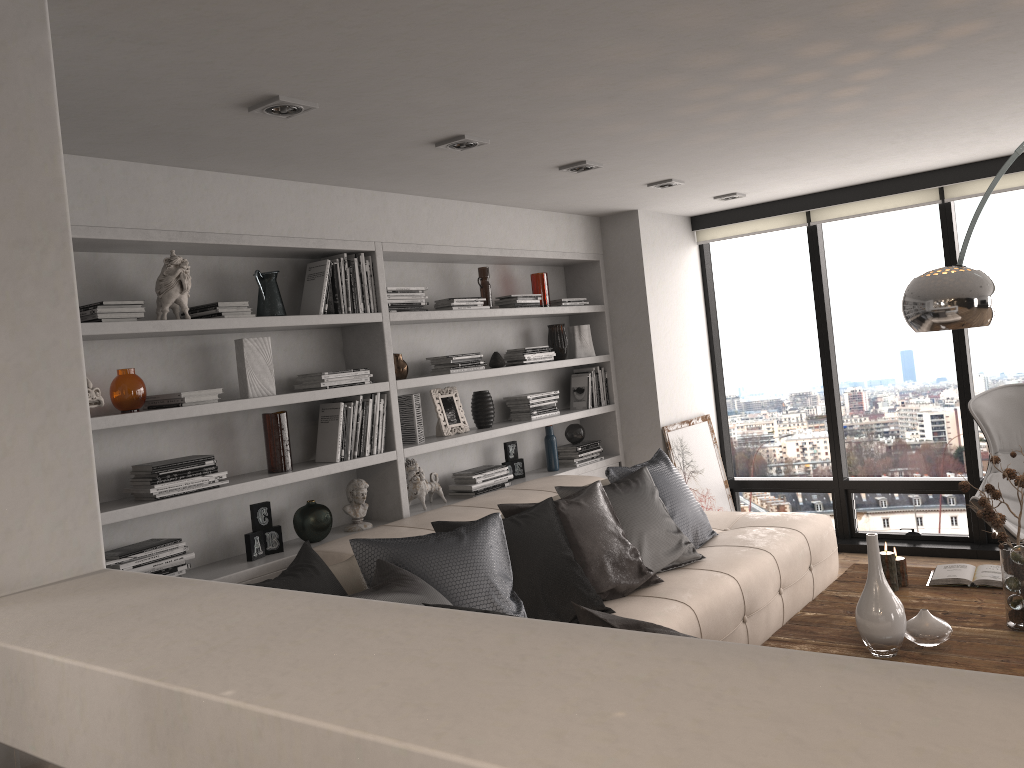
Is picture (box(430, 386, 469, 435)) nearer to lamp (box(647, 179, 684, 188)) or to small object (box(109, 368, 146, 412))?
lamp (box(647, 179, 684, 188))

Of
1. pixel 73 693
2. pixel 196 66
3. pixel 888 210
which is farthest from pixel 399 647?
pixel 888 210

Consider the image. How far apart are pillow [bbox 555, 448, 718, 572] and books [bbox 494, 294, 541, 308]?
1.22m

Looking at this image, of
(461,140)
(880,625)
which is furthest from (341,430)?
(880,625)

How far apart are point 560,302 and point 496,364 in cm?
79

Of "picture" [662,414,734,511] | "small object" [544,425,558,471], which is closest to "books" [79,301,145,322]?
"small object" [544,425,558,471]

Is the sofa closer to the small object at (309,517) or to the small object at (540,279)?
the small object at (309,517)

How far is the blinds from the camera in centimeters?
539cm

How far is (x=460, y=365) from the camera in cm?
480

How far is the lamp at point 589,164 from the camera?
4.18m
